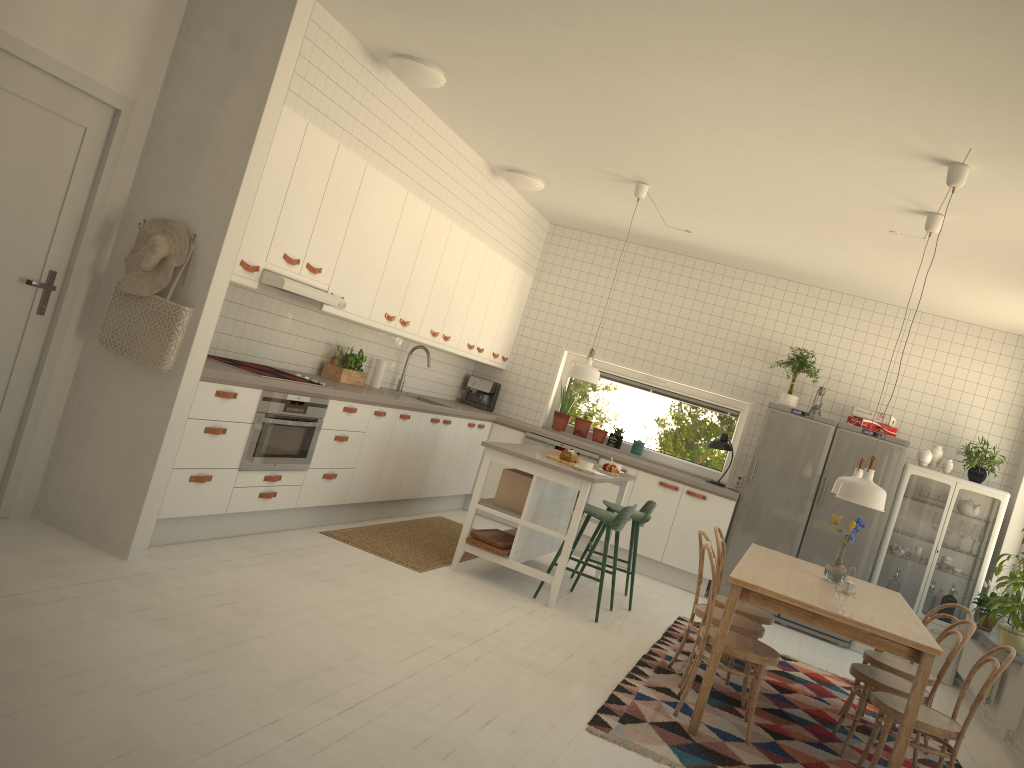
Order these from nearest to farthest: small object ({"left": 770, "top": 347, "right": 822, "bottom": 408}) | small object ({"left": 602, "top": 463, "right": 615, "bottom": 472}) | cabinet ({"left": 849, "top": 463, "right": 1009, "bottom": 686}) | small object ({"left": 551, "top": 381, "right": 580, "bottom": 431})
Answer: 1. small object ({"left": 602, "top": 463, "right": 615, "bottom": 472})
2. cabinet ({"left": 849, "top": 463, "right": 1009, "bottom": 686})
3. small object ({"left": 770, "top": 347, "right": 822, "bottom": 408})
4. small object ({"left": 551, "top": 381, "right": 580, "bottom": 431})

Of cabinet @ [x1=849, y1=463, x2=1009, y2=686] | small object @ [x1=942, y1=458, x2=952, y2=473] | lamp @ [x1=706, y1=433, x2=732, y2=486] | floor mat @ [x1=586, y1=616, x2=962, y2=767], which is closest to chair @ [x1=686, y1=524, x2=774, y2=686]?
floor mat @ [x1=586, y1=616, x2=962, y2=767]

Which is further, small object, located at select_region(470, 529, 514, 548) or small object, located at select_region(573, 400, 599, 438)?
small object, located at select_region(573, 400, 599, 438)

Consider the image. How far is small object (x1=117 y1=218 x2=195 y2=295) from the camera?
4.04m

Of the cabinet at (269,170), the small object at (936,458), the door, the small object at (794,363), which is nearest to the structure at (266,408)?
the cabinet at (269,170)

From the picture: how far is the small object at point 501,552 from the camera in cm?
568

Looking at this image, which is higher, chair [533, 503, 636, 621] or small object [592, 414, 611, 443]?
small object [592, 414, 611, 443]

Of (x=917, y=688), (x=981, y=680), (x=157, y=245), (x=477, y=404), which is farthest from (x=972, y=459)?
(x=157, y=245)

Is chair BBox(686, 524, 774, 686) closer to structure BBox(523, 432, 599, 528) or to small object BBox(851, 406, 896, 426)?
structure BBox(523, 432, 599, 528)

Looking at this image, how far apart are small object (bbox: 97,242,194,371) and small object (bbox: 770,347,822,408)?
5.12m
